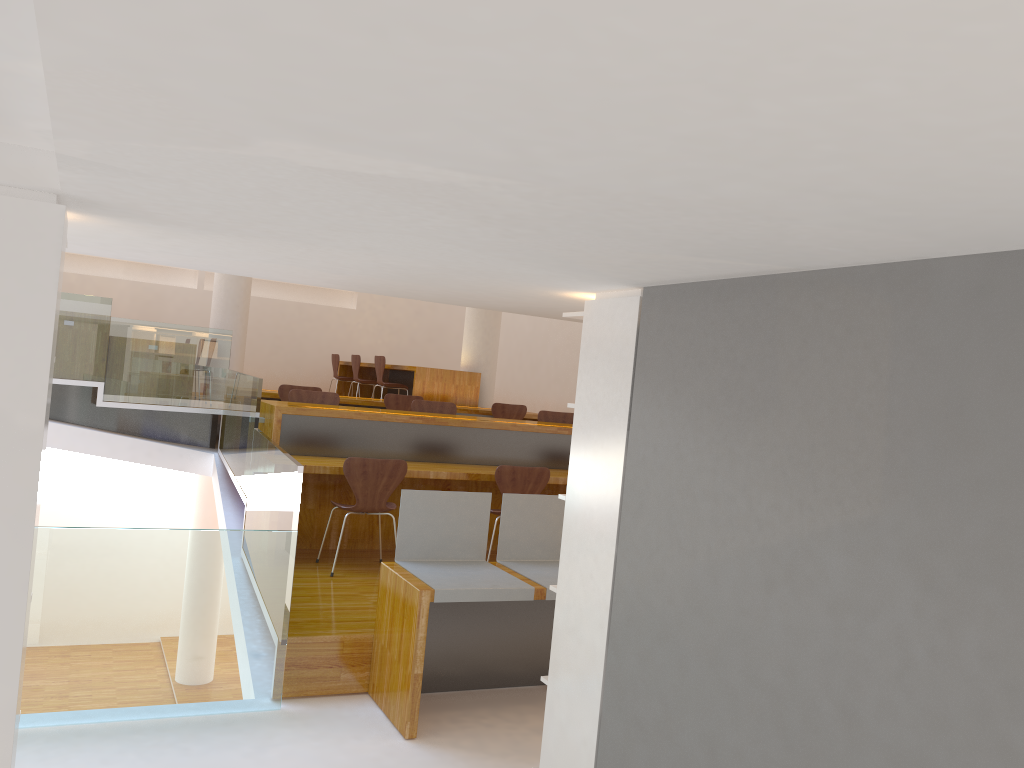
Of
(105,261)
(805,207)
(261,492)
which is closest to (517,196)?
(805,207)

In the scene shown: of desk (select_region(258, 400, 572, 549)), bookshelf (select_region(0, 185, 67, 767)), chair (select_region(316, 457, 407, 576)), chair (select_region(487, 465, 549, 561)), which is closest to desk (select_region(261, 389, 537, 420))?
desk (select_region(258, 400, 572, 549))

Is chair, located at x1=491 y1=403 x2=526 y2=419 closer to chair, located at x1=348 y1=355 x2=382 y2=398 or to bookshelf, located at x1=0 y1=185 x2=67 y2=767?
chair, located at x1=348 y1=355 x2=382 y2=398

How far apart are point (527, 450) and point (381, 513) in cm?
155

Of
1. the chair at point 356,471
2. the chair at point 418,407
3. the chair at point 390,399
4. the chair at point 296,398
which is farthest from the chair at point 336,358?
the chair at point 356,471

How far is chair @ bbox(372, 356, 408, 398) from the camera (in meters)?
9.84

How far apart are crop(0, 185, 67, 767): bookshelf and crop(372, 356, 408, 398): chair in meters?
7.6

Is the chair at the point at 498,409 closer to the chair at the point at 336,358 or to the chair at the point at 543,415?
the chair at the point at 543,415

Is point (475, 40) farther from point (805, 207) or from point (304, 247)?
point (304, 247)

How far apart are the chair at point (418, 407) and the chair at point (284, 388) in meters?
1.4
